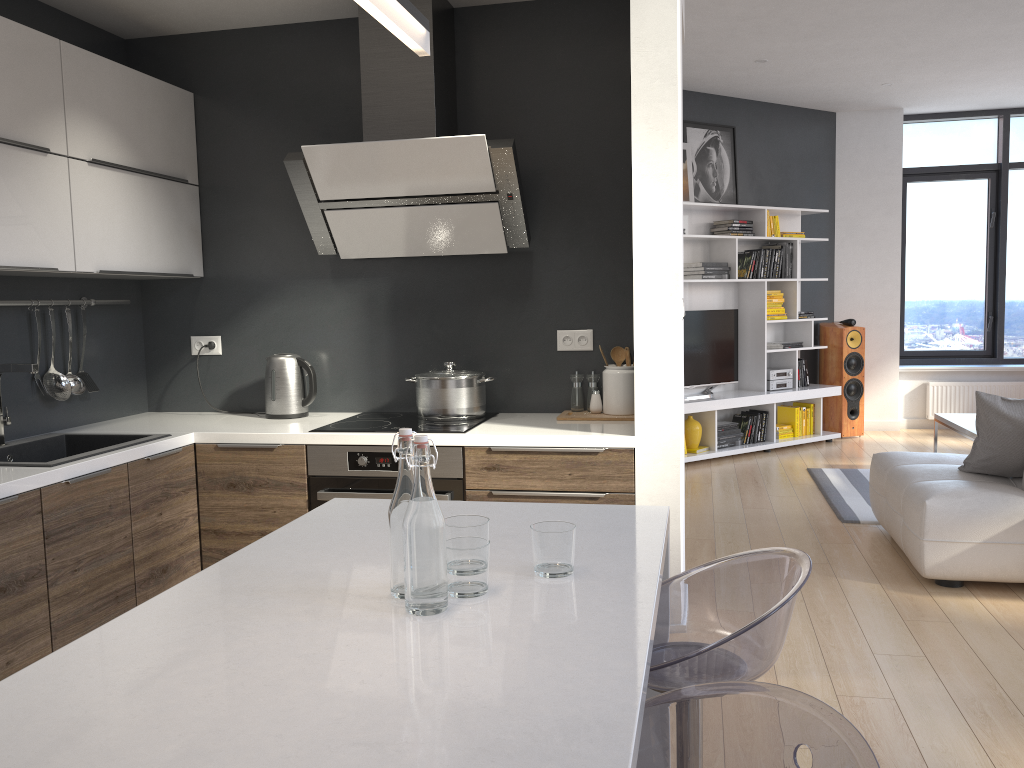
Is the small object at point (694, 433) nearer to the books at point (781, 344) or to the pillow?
the books at point (781, 344)

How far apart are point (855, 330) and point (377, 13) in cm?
737

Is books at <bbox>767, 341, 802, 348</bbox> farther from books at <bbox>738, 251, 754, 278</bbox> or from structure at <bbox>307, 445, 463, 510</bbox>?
structure at <bbox>307, 445, 463, 510</bbox>

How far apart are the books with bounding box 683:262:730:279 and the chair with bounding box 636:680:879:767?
6.1 meters

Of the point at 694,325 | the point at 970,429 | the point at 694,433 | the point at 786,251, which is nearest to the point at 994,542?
the point at 970,429

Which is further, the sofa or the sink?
the sofa

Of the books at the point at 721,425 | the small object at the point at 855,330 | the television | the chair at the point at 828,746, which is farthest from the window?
the chair at the point at 828,746

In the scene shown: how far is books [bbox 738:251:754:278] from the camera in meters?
7.4

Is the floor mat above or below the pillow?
below

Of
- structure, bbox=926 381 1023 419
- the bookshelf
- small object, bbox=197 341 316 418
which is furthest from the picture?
small object, bbox=197 341 316 418
